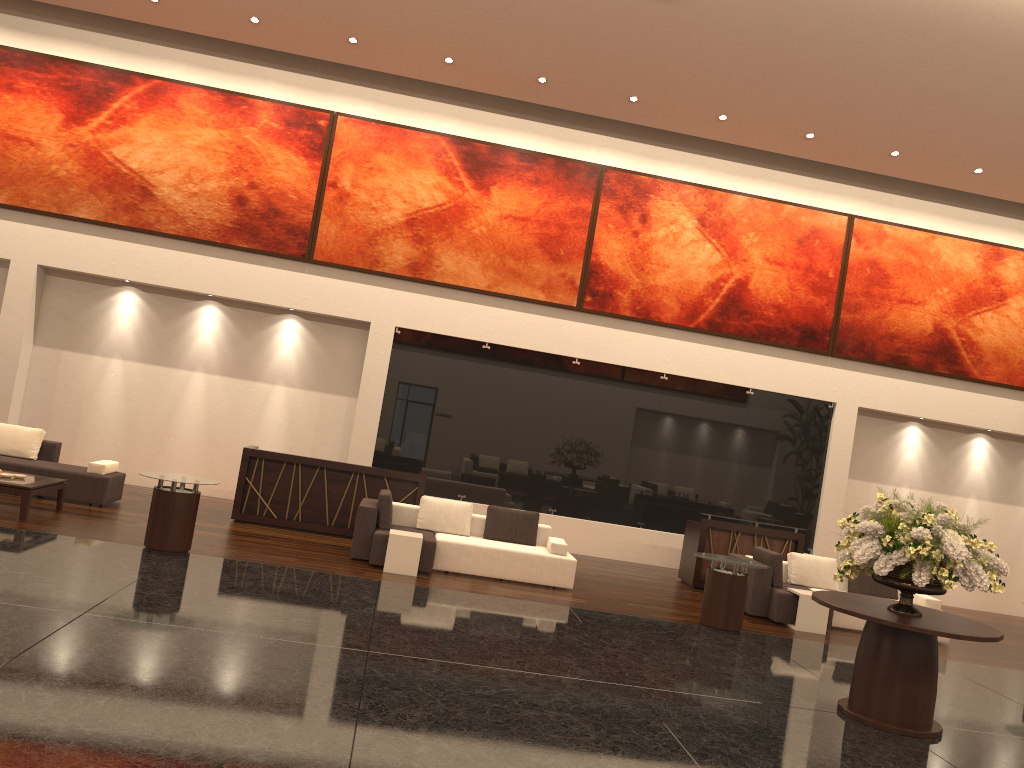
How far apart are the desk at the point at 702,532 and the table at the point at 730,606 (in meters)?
2.52

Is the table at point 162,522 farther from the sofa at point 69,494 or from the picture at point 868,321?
the picture at point 868,321

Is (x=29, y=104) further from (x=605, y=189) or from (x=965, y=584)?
(x=965, y=584)

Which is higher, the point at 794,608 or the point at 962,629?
the point at 962,629

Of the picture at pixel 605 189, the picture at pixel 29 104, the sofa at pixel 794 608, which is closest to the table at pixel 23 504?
the picture at pixel 29 104

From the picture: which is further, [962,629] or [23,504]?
[23,504]

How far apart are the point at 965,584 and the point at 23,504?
9.7m

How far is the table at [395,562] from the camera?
10.5m

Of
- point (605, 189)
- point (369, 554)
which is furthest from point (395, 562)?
point (605, 189)

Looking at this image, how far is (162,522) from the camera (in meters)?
9.54
